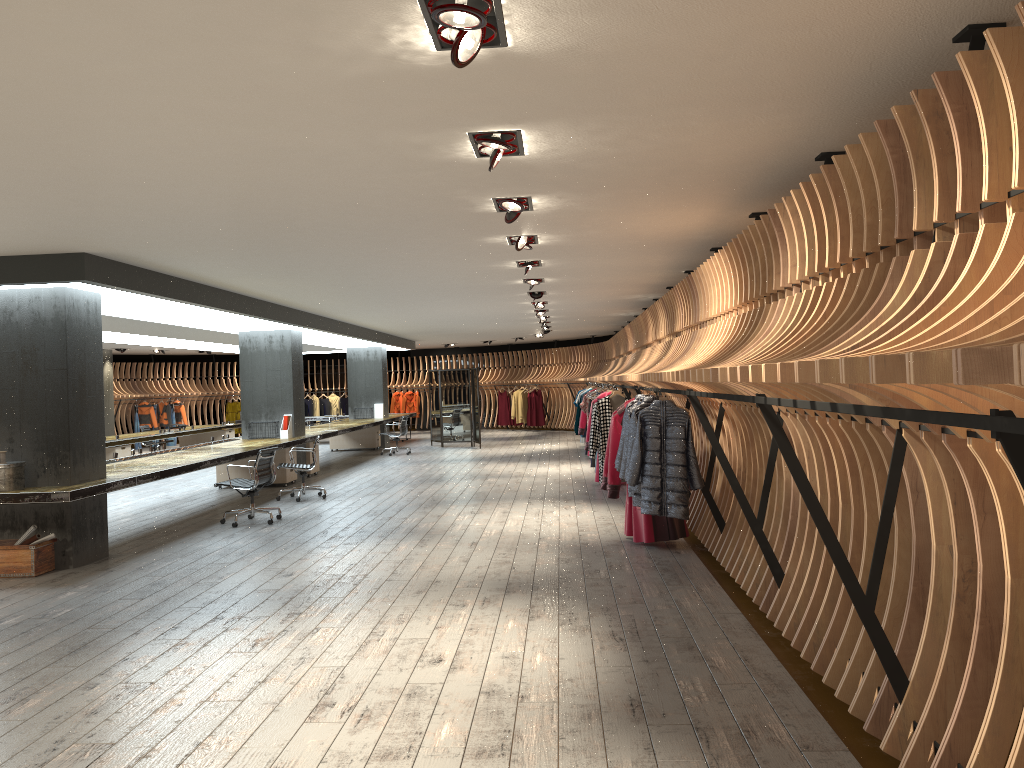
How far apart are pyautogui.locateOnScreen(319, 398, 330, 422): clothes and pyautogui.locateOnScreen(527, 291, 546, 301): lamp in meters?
18.1 m

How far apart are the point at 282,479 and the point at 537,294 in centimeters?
512cm

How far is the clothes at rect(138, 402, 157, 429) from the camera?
25.6m

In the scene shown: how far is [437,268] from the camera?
9.5 meters

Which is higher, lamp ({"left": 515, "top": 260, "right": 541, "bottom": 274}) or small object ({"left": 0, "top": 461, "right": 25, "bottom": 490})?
lamp ({"left": 515, "top": 260, "right": 541, "bottom": 274})

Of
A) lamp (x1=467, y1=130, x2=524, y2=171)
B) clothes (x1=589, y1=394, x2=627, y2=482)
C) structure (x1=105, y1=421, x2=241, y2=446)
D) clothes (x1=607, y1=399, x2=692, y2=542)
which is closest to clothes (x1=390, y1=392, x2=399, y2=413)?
structure (x1=105, y1=421, x2=241, y2=446)

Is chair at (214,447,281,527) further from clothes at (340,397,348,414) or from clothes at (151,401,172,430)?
clothes at (340,397,348,414)

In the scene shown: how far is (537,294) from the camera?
12.4m

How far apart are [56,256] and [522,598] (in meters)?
4.96

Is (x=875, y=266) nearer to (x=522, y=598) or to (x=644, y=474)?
(x=644, y=474)
